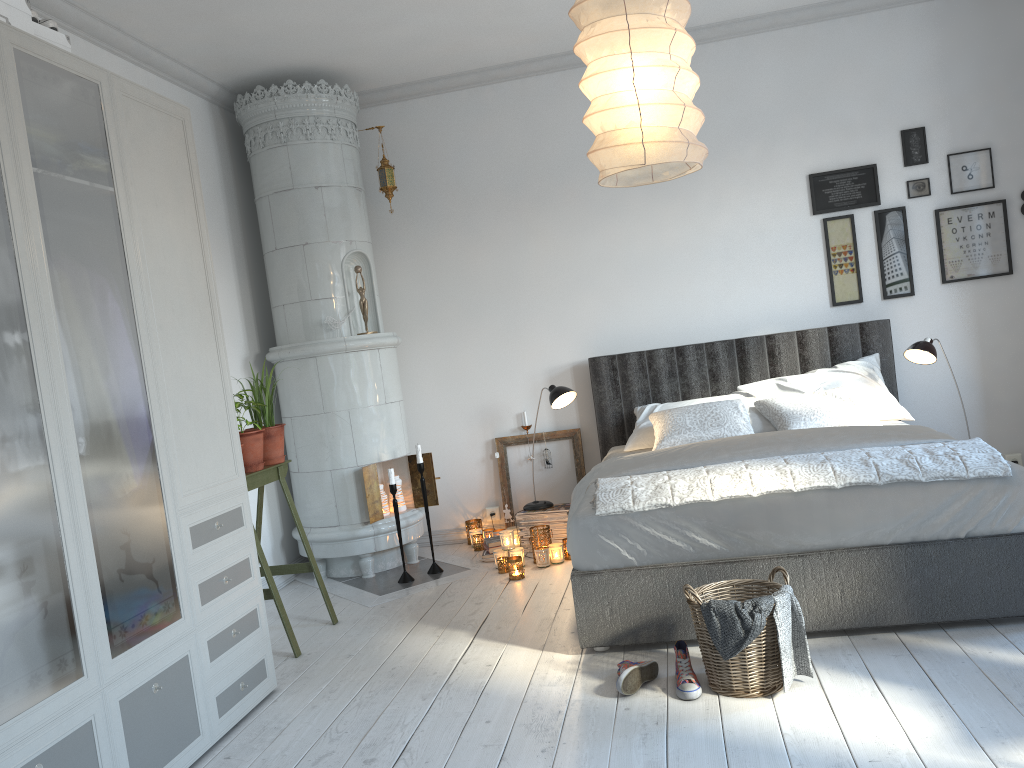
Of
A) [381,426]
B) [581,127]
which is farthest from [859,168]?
[381,426]

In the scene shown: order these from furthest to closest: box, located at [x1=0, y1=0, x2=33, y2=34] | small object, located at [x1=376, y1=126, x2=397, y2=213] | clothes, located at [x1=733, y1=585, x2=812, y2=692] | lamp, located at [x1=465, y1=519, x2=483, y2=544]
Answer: lamp, located at [x1=465, y1=519, x2=483, y2=544] → small object, located at [x1=376, y1=126, x2=397, y2=213] → clothes, located at [x1=733, y1=585, x2=812, y2=692] → box, located at [x1=0, y1=0, x2=33, y2=34]

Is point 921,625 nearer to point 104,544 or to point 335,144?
point 104,544

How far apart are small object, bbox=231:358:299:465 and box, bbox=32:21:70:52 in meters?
1.7 m

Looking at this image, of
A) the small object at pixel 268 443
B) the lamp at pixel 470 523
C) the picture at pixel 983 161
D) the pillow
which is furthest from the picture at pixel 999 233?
the small object at pixel 268 443

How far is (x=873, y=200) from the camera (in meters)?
5.01

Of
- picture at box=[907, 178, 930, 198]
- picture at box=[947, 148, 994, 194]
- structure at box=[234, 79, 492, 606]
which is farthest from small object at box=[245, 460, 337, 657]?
picture at box=[947, 148, 994, 194]

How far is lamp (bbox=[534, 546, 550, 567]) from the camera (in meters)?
4.62

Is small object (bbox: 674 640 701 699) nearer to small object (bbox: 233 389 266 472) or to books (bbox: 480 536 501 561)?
small object (bbox: 233 389 266 472)

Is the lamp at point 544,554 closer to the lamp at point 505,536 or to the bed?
the lamp at point 505,536
